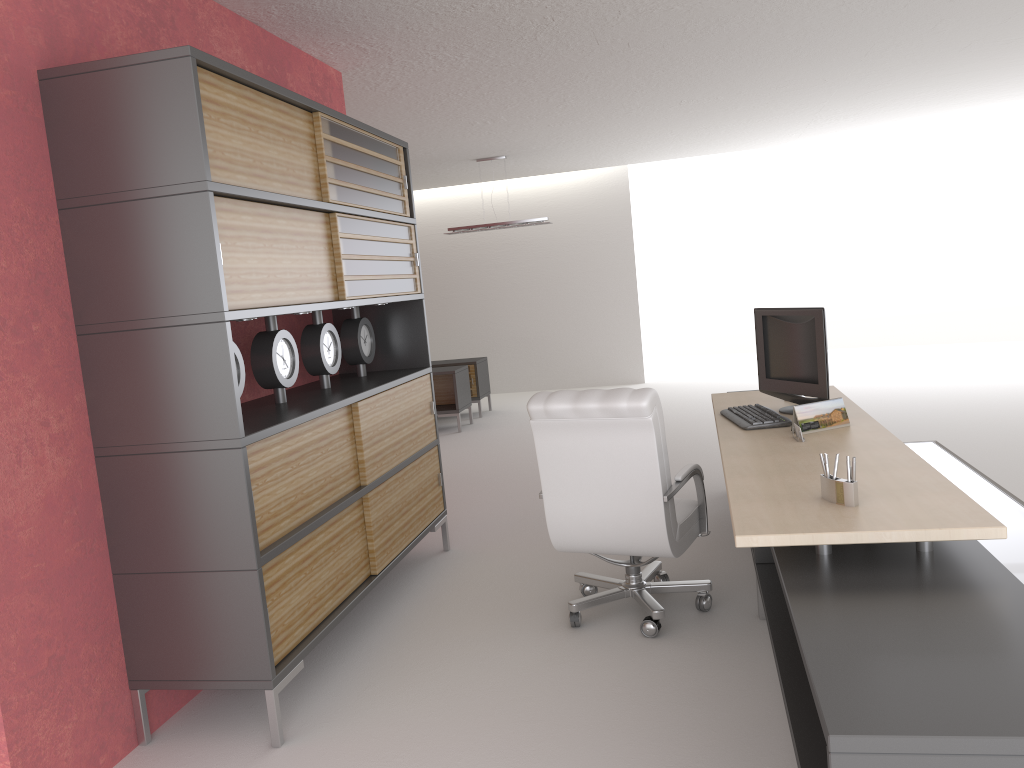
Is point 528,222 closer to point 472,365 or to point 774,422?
point 472,365

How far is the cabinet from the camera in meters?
4.5 m

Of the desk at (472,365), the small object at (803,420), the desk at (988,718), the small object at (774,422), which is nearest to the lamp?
the desk at (472,365)

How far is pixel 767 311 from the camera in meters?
6.7

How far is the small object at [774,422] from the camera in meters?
6.0 m

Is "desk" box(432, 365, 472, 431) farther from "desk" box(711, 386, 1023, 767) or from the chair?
the chair

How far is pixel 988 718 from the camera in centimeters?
243cm

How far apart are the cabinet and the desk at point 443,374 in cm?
665

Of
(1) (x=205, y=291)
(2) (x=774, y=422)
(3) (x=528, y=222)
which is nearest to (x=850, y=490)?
(2) (x=774, y=422)

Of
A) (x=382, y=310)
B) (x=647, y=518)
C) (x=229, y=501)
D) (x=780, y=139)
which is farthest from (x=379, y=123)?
(x=780, y=139)
